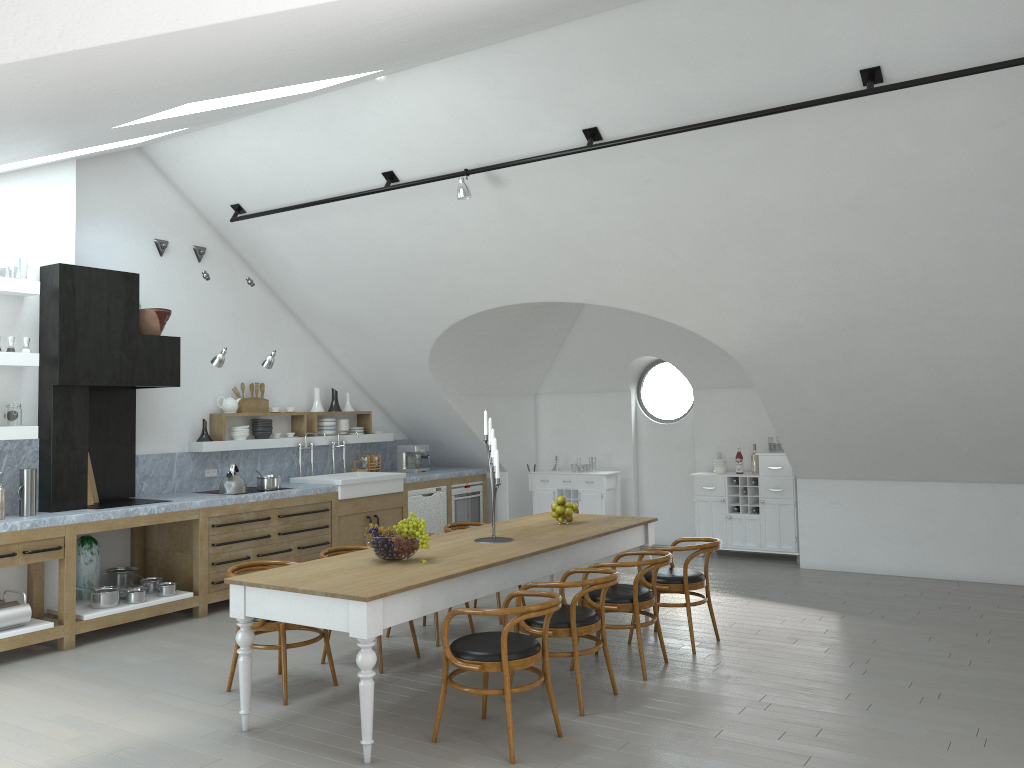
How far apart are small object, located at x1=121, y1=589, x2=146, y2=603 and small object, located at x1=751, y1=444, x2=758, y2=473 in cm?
629

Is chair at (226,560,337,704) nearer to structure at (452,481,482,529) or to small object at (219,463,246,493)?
small object at (219,463,246,493)

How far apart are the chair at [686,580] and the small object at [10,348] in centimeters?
488cm

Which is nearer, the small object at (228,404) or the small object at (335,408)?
the small object at (228,404)

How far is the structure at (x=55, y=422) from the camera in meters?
6.7 m

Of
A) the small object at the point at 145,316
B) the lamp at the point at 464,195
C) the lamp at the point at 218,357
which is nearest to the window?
the lamp at the point at 464,195

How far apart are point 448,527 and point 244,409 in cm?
279

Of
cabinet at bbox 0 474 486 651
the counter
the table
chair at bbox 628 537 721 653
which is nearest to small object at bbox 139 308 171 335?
the counter

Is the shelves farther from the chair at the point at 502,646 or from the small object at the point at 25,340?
the chair at the point at 502,646

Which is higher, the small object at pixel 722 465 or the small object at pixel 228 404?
the small object at pixel 228 404
